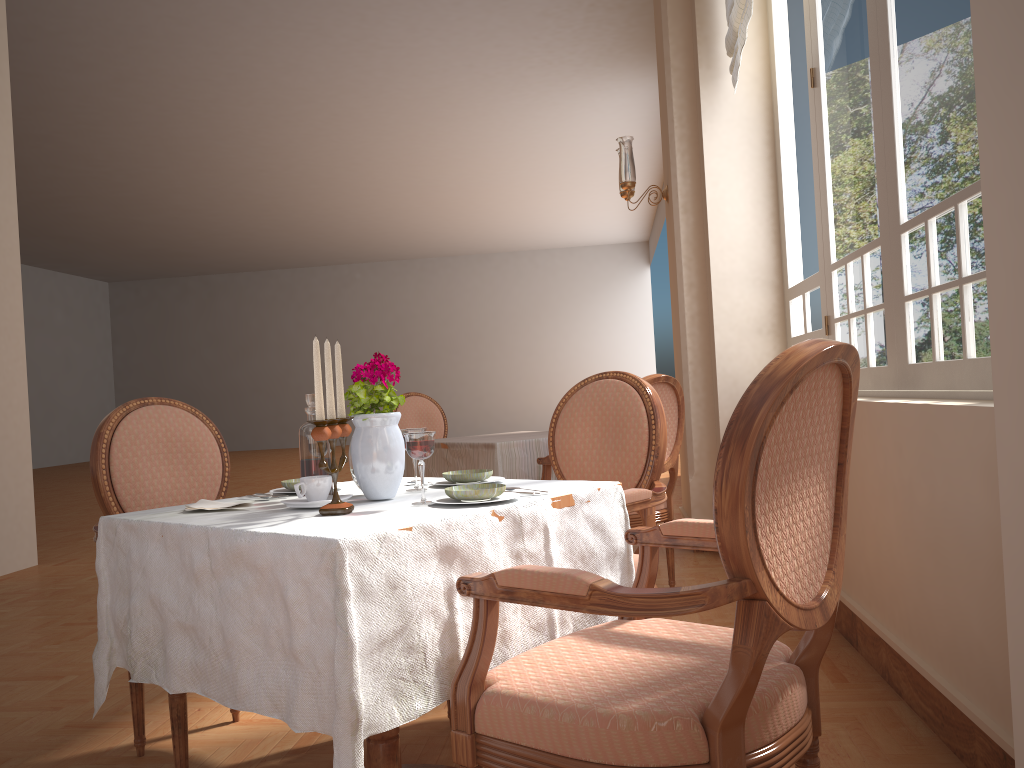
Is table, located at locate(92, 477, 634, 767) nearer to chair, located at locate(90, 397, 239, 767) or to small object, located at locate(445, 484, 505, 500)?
small object, located at locate(445, 484, 505, 500)

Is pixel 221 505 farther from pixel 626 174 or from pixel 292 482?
pixel 626 174

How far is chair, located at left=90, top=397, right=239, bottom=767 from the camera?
2.3m

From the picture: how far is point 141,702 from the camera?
2.3m

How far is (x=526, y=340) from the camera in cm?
1922

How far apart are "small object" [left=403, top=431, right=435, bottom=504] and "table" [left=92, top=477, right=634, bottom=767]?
0.1 meters

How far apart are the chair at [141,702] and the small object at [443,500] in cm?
80

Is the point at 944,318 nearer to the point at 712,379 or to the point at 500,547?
the point at 500,547

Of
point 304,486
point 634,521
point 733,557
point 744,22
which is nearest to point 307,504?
point 304,486

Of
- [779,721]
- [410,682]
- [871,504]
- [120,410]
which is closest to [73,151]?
[120,410]
